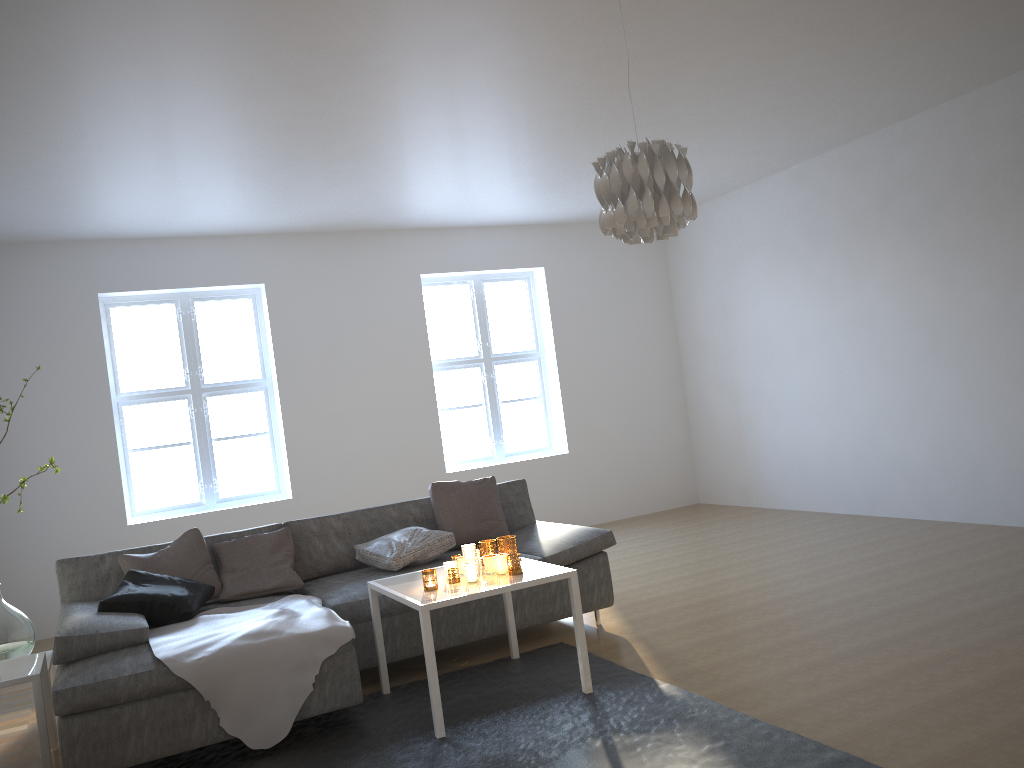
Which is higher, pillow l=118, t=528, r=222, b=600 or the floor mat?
pillow l=118, t=528, r=222, b=600

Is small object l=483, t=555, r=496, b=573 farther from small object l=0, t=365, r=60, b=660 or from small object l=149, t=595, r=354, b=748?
small object l=0, t=365, r=60, b=660

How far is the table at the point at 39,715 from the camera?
3.4m

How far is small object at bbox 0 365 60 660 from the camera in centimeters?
389cm

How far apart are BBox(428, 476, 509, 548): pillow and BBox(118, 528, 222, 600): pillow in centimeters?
120cm

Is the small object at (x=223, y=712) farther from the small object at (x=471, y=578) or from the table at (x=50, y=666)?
the table at (x=50, y=666)

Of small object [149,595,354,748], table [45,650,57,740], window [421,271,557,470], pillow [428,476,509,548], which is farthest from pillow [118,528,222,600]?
window [421,271,557,470]

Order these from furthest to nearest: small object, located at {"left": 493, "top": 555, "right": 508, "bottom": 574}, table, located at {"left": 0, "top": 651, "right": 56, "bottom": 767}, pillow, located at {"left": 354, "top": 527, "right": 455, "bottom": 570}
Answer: pillow, located at {"left": 354, "top": 527, "right": 455, "bottom": 570}
small object, located at {"left": 493, "top": 555, "right": 508, "bottom": 574}
table, located at {"left": 0, "top": 651, "right": 56, "bottom": 767}

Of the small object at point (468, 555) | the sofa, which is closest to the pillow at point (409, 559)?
the sofa

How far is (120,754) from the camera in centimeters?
315cm
